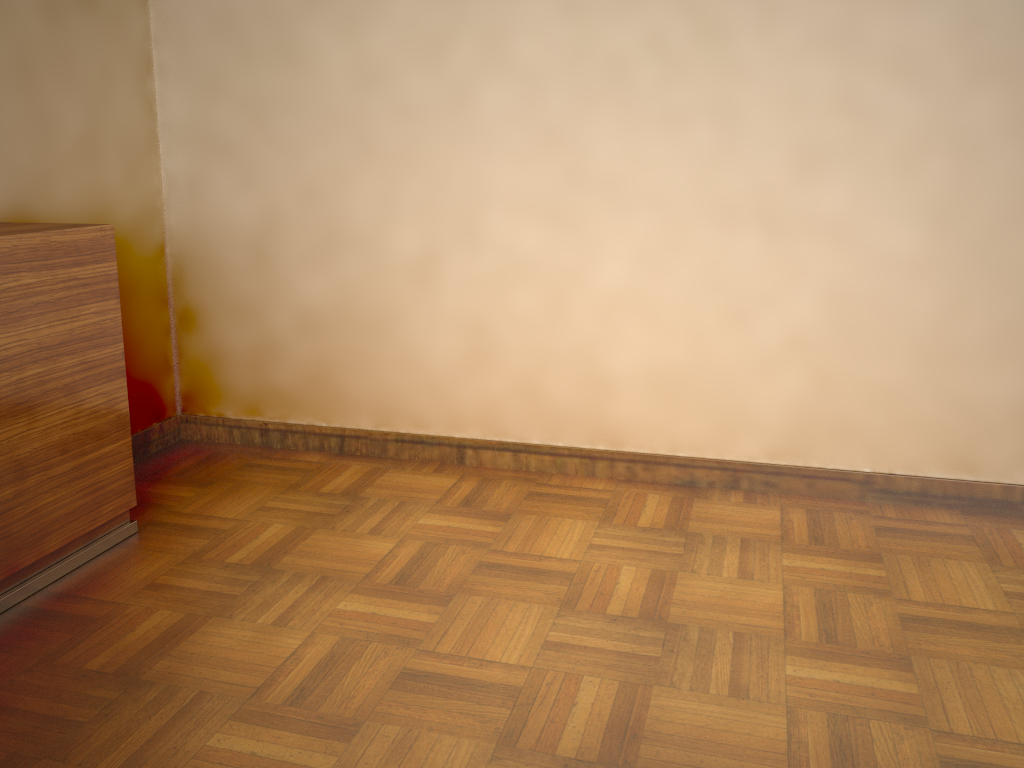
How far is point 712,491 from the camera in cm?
289

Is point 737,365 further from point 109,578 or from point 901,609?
point 109,578

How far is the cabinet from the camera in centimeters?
213cm

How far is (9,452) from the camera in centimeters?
213cm

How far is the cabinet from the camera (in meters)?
2.13
